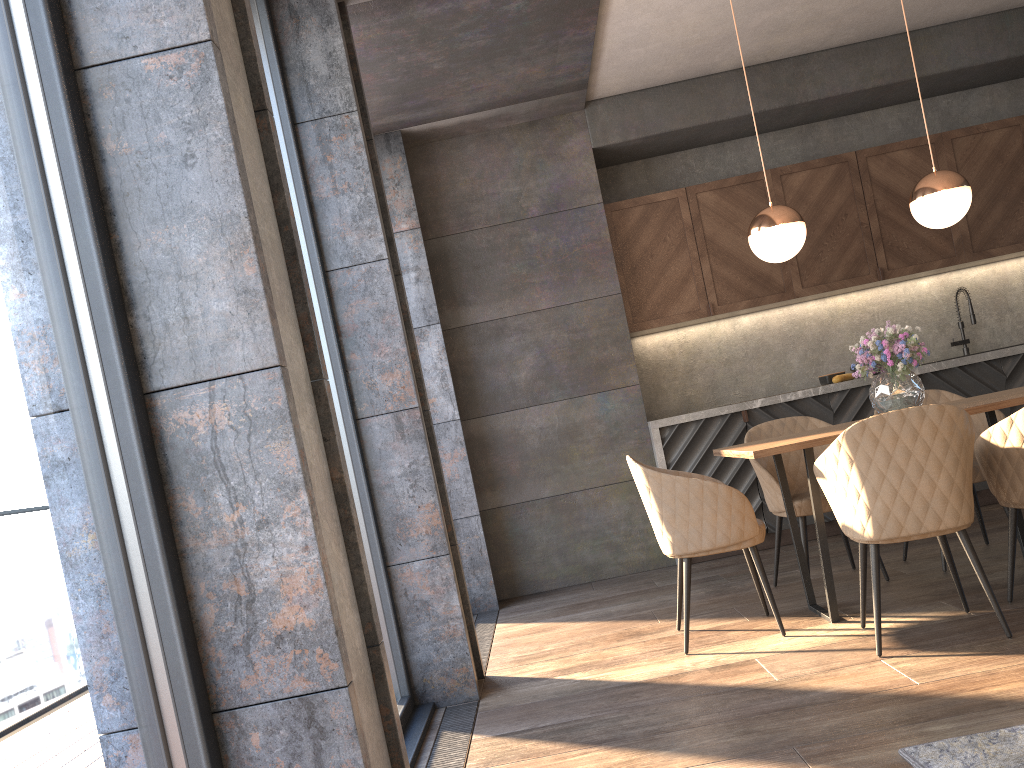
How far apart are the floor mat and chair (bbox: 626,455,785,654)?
1.3 meters

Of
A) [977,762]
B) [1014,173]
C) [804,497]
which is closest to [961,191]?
[804,497]

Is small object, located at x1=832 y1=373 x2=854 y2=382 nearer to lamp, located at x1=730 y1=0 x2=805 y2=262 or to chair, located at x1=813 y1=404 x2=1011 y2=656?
lamp, located at x1=730 y1=0 x2=805 y2=262

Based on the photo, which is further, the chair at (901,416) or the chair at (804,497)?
the chair at (804,497)

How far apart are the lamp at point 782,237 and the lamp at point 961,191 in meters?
0.5 m

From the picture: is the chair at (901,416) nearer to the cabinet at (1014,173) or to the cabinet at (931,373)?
the cabinet at (931,373)

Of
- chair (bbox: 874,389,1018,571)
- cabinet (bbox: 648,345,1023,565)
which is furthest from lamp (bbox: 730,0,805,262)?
cabinet (bbox: 648,345,1023,565)

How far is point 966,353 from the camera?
6.1m

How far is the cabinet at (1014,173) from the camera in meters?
5.9 m

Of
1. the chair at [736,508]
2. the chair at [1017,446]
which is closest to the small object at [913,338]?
the chair at [1017,446]
